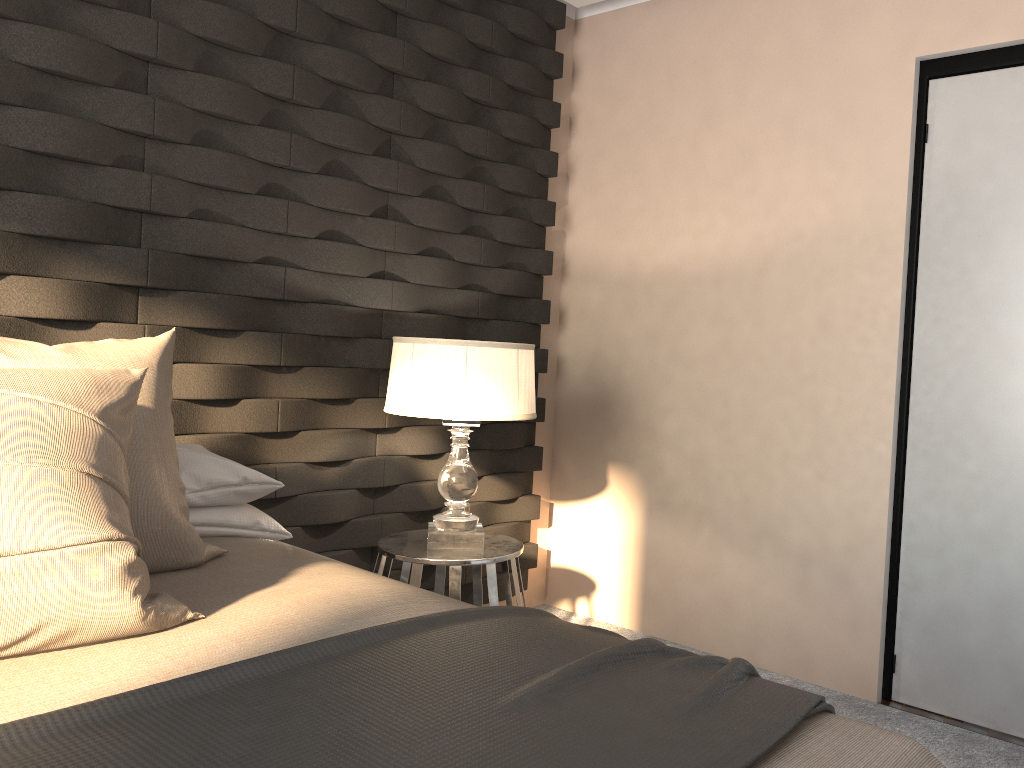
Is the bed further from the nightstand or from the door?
the door

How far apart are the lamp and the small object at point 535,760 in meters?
1.0 m

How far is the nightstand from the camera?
2.6m

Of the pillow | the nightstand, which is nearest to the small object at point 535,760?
the pillow

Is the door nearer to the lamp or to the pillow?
the lamp

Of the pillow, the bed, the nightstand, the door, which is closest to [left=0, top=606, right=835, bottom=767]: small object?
the bed

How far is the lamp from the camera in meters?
2.5 m

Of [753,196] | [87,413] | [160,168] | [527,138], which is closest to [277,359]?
[160,168]

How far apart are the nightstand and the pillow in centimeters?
79cm

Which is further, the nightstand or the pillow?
the nightstand
